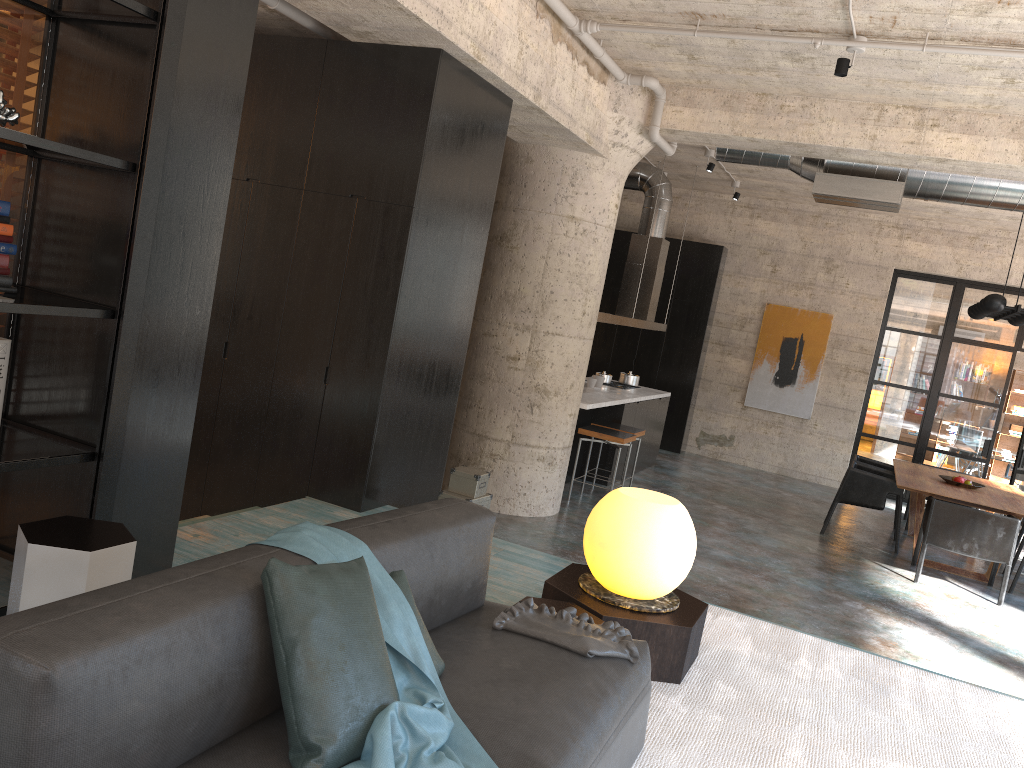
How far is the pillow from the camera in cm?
171

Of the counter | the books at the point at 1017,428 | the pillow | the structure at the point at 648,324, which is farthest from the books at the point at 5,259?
the books at the point at 1017,428

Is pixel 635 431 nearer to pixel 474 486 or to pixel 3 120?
pixel 474 486

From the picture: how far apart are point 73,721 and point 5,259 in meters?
2.1 m

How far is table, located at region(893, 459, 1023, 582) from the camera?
7.99m

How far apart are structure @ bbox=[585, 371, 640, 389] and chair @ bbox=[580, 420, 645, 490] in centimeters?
169cm

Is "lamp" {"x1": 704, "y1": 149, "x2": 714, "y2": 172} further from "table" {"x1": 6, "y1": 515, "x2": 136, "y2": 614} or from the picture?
"table" {"x1": 6, "y1": 515, "x2": 136, "y2": 614}

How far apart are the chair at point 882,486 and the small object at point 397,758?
7.7m

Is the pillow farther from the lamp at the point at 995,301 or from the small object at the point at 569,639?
the lamp at the point at 995,301

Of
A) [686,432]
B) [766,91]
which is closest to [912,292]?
[686,432]
